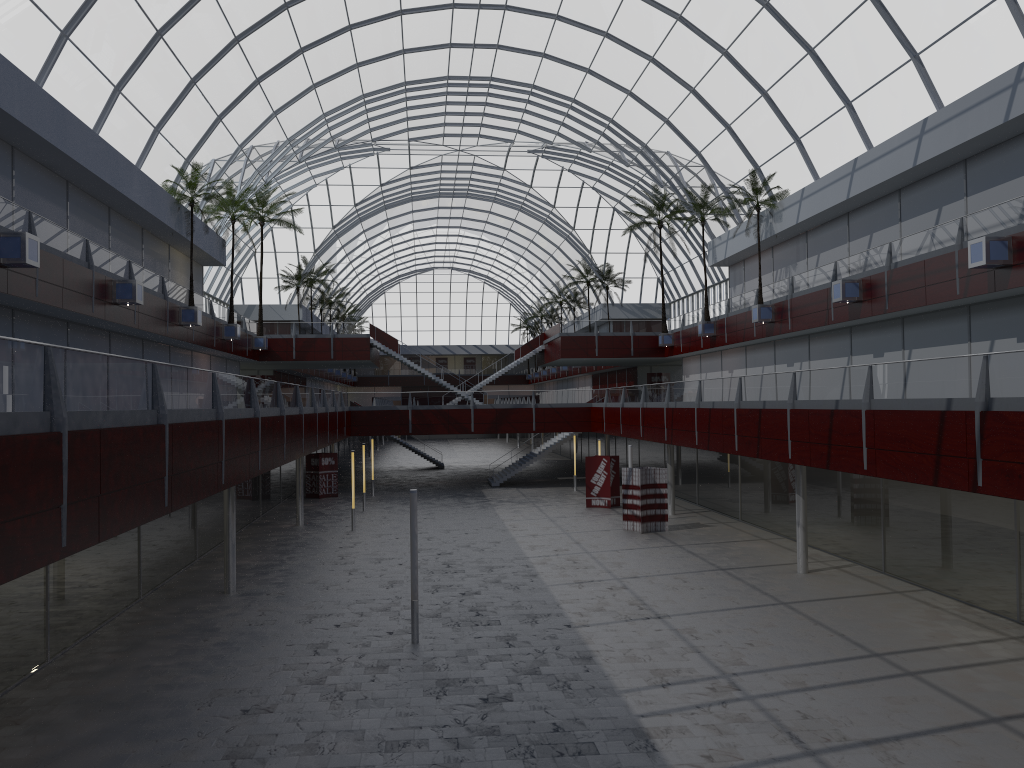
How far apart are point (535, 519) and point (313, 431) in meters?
13.9 m
